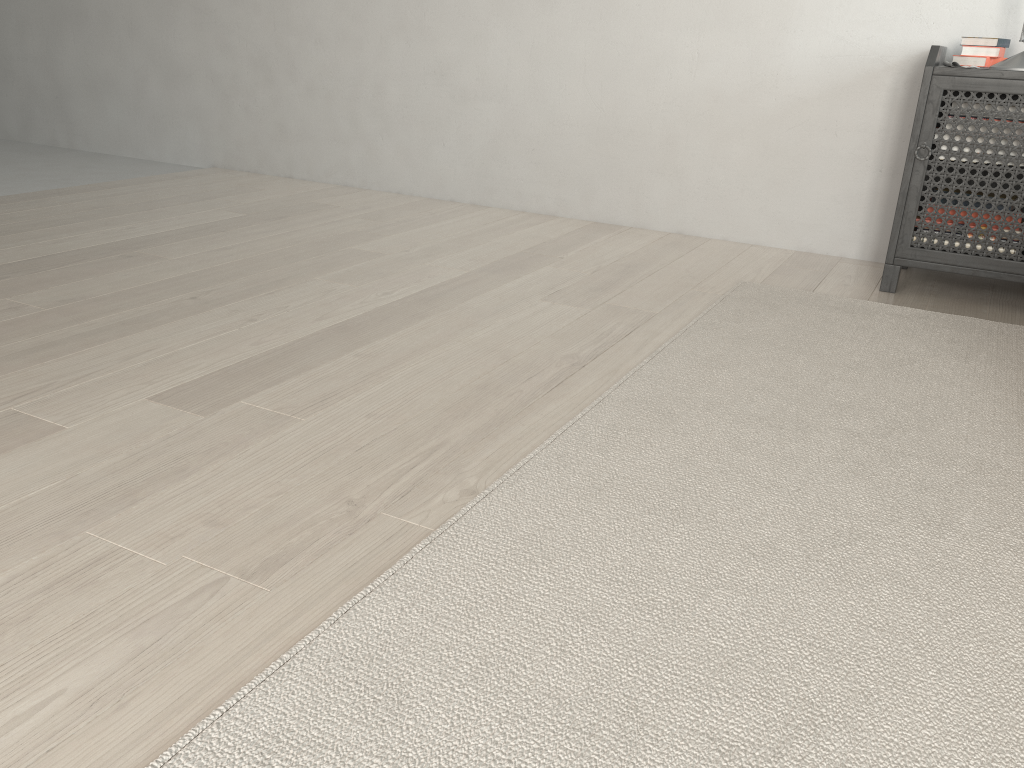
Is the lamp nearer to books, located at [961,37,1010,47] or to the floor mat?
books, located at [961,37,1010,47]

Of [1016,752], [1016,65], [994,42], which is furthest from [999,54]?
[1016,752]

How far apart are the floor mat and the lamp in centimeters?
65cm

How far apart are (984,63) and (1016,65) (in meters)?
0.16

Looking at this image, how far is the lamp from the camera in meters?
2.2

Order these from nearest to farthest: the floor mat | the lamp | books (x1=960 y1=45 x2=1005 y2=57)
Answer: the floor mat → the lamp → books (x1=960 y1=45 x2=1005 y2=57)

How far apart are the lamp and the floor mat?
0.7m

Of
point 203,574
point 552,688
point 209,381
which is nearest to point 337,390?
point 209,381

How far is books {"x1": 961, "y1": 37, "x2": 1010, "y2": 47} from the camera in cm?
235

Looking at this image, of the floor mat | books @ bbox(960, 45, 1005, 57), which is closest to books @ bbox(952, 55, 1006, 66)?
books @ bbox(960, 45, 1005, 57)
